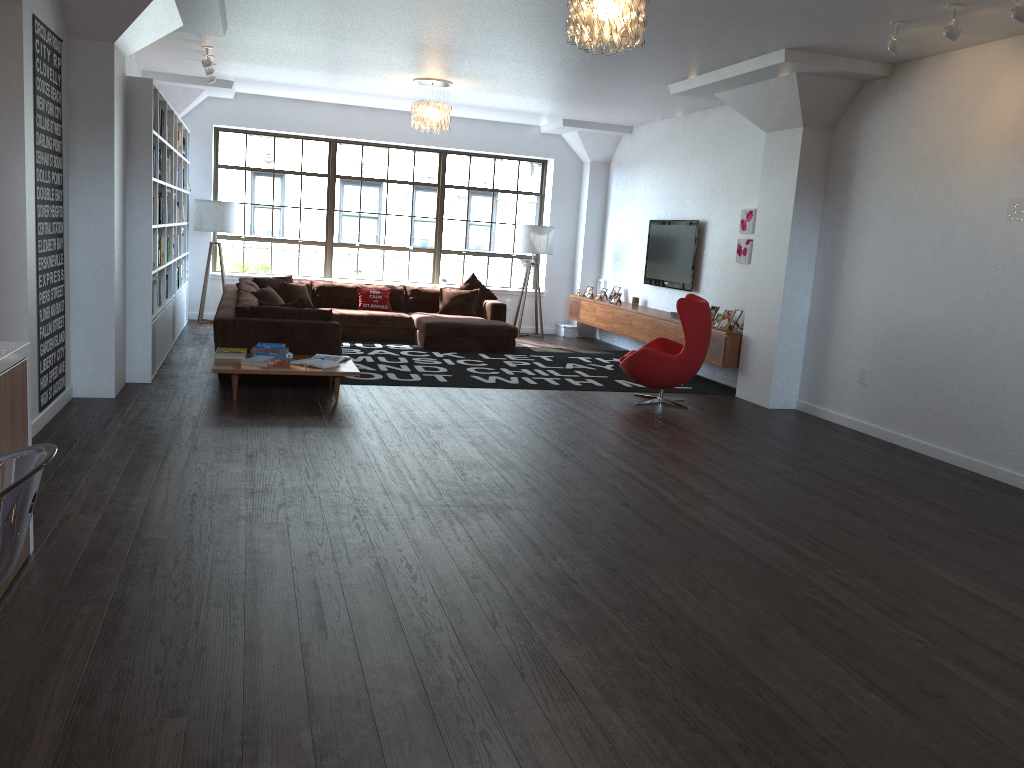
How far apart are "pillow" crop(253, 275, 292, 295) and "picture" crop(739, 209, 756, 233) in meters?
5.5 m

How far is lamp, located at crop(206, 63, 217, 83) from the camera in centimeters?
950cm

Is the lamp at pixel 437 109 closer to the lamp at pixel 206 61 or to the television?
the lamp at pixel 206 61

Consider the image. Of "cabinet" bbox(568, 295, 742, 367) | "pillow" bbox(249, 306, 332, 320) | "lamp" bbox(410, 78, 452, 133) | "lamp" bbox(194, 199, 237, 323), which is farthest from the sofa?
"lamp" bbox(410, 78, 452, 133)

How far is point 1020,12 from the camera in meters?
4.9 m

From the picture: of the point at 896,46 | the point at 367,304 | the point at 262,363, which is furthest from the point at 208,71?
the point at 896,46

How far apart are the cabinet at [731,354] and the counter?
6.6m

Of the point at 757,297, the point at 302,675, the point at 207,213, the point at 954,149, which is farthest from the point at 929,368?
the point at 207,213

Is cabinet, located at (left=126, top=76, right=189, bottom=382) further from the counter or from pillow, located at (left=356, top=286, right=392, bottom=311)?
the counter

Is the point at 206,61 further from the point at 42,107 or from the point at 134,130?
the point at 42,107
